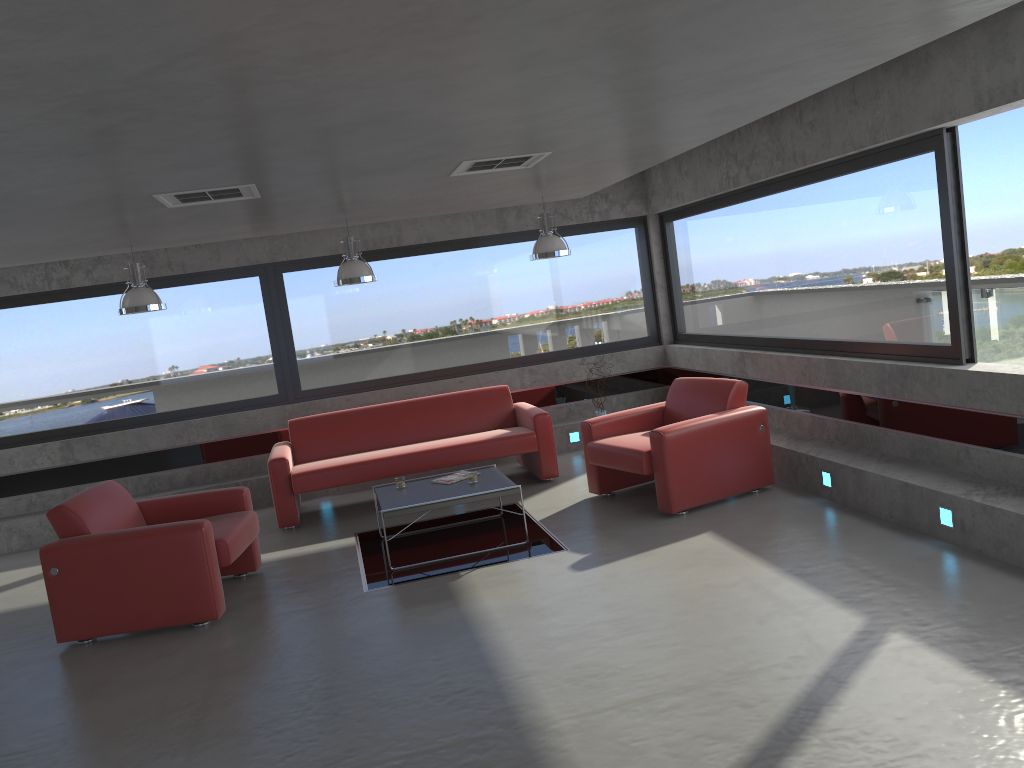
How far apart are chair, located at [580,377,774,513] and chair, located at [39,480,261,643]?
2.68m

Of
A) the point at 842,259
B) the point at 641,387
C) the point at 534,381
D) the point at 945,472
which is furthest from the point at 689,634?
the point at 641,387

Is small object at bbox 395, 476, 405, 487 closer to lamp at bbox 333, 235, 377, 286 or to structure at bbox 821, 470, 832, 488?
lamp at bbox 333, 235, 377, 286

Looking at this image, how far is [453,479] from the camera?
6.9m

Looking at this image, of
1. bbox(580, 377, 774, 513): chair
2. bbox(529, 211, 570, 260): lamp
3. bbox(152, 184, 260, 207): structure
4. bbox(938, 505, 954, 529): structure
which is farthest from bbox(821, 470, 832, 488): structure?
bbox(152, 184, 260, 207): structure

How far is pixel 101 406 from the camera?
9.09m

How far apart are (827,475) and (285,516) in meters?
4.5 m

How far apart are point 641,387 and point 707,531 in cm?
416

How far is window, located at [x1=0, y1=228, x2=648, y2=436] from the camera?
9.0m

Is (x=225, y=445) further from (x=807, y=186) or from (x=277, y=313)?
(x=807, y=186)
